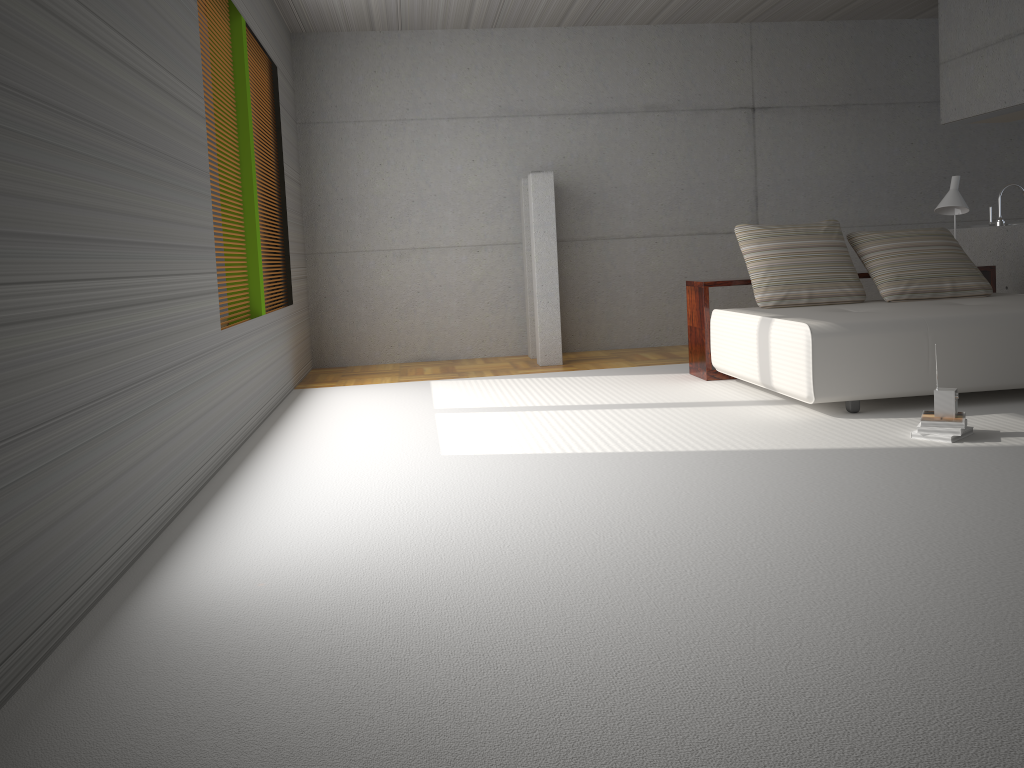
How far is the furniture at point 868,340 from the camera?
4.8m

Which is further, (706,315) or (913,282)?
(706,315)

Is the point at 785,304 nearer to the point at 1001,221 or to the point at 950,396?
the point at 950,396

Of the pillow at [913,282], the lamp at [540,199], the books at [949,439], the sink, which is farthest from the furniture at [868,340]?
the lamp at [540,199]

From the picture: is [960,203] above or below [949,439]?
above

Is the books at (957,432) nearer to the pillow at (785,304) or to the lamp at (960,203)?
the pillow at (785,304)

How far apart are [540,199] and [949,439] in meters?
4.2 m

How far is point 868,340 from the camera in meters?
4.8 m

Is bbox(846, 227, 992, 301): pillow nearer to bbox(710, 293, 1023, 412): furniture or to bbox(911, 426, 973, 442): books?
bbox(710, 293, 1023, 412): furniture

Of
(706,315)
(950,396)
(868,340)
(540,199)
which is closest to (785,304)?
(706,315)
